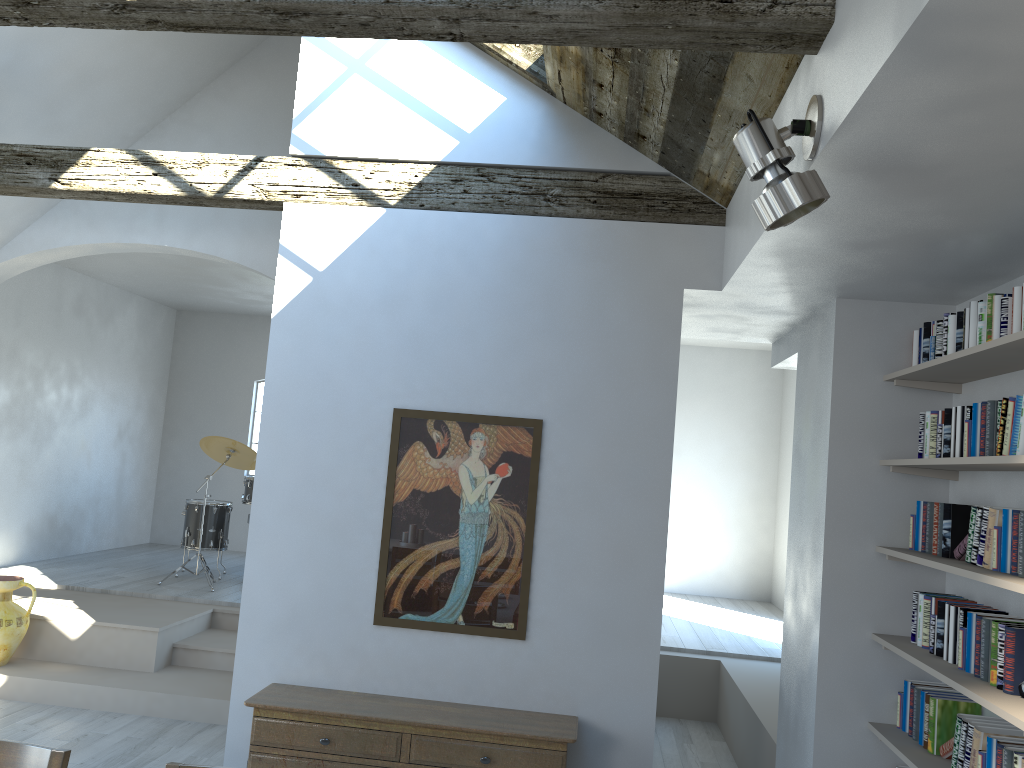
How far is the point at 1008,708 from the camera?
2.8 meters

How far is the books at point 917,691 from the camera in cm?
379

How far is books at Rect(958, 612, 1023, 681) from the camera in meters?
3.2

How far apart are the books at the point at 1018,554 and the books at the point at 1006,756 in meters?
0.6

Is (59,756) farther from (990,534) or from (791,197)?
(990,534)

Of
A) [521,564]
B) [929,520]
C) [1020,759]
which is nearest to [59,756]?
[521,564]

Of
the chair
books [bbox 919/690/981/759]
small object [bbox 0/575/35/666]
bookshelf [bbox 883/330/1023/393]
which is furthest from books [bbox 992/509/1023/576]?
small object [bbox 0/575/35/666]

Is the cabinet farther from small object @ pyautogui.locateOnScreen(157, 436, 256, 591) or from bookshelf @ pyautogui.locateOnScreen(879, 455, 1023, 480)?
small object @ pyautogui.locateOnScreen(157, 436, 256, 591)

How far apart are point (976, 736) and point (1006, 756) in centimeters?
23cm

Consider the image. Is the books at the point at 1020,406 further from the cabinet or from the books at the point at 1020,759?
the cabinet
